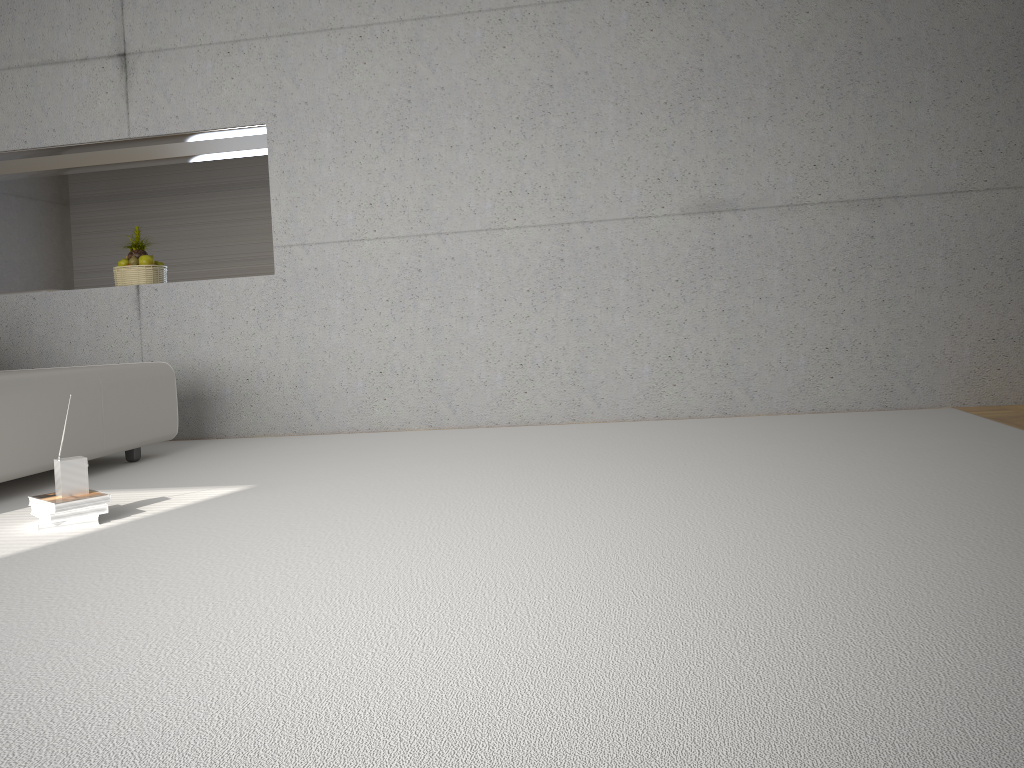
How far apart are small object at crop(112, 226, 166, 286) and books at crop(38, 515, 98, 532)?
3.25m

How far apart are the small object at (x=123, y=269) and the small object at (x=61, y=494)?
3.1 meters

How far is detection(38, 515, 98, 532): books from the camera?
3.0 meters

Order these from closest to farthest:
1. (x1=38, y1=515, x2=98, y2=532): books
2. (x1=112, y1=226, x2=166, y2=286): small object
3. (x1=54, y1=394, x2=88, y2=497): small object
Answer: (x1=38, y1=515, x2=98, y2=532): books
(x1=54, y1=394, x2=88, y2=497): small object
(x1=112, y1=226, x2=166, y2=286): small object

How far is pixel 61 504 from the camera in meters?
3.1

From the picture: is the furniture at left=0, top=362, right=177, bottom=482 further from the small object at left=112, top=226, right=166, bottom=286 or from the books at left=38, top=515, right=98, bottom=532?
the small object at left=112, top=226, right=166, bottom=286

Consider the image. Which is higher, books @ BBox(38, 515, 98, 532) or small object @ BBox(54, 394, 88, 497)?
small object @ BBox(54, 394, 88, 497)

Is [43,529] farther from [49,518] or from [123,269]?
[123,269]

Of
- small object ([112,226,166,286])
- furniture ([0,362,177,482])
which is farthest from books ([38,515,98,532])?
small object ([112,226,166,286])

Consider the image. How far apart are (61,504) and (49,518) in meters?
0.1 m
